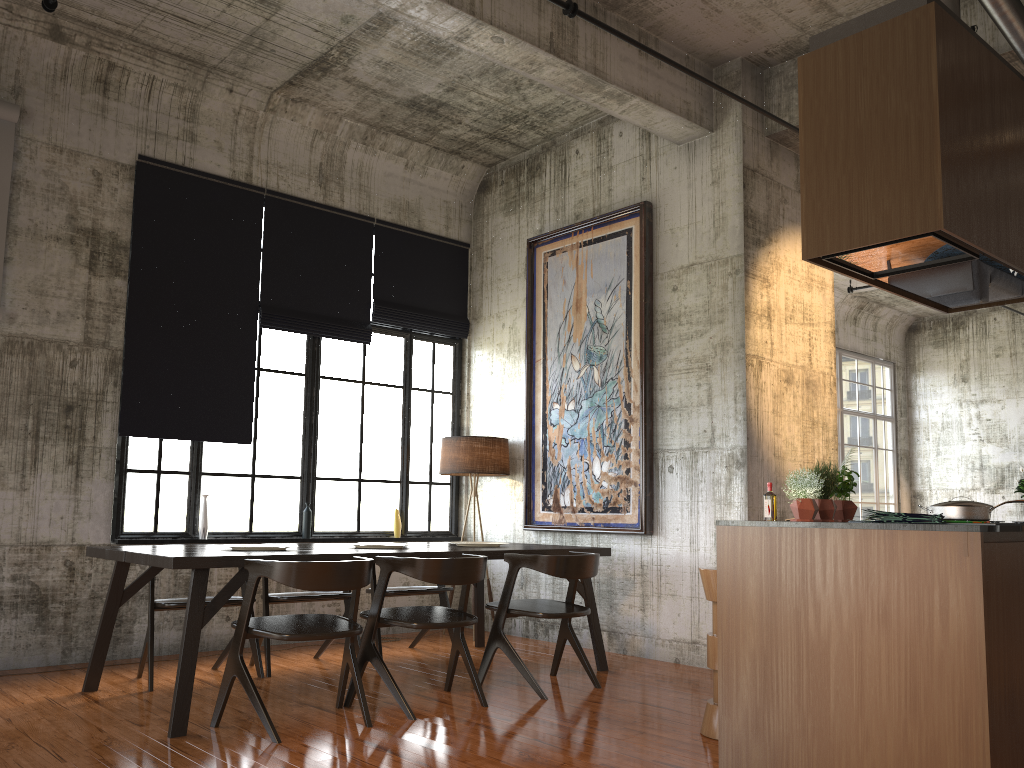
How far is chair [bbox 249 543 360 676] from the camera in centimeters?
689cm

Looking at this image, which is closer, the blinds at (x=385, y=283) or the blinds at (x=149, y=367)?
the blinds at (x=149, y=367)

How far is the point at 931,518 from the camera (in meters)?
3.88

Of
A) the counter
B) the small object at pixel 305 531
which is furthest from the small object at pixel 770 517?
the small object at pixel 305 531

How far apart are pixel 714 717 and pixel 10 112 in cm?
694

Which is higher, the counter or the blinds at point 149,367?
the blinds at point 149,367

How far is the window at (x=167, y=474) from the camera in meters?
7.9

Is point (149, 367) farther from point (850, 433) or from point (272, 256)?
point (850, 433)

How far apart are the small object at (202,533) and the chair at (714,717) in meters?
4.8

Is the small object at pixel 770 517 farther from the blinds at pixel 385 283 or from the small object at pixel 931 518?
the blinds at pixel 385 283
